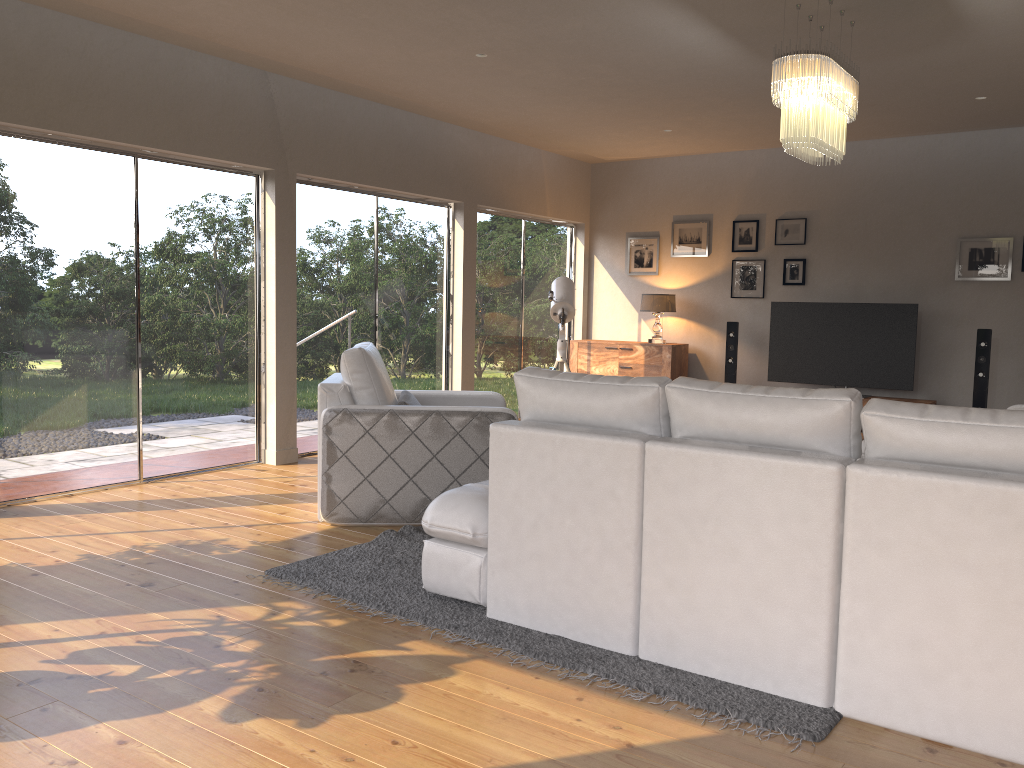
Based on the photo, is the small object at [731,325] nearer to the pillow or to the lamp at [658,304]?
the lamp at [658,304]

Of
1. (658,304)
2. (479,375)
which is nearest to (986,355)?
(658,304)

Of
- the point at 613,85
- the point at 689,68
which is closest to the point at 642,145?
the point at 613,85

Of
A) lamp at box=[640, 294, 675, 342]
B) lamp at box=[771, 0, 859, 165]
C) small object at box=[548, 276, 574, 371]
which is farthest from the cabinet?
lamp at box=[771, 0, 859, 165]

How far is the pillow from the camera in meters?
4.9

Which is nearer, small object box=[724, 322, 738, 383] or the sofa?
the sofa

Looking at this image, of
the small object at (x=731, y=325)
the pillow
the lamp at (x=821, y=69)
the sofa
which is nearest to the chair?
the pillow

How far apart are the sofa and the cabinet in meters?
3.6

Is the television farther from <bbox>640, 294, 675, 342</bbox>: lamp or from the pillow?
the pillow

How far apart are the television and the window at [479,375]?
2.4m
